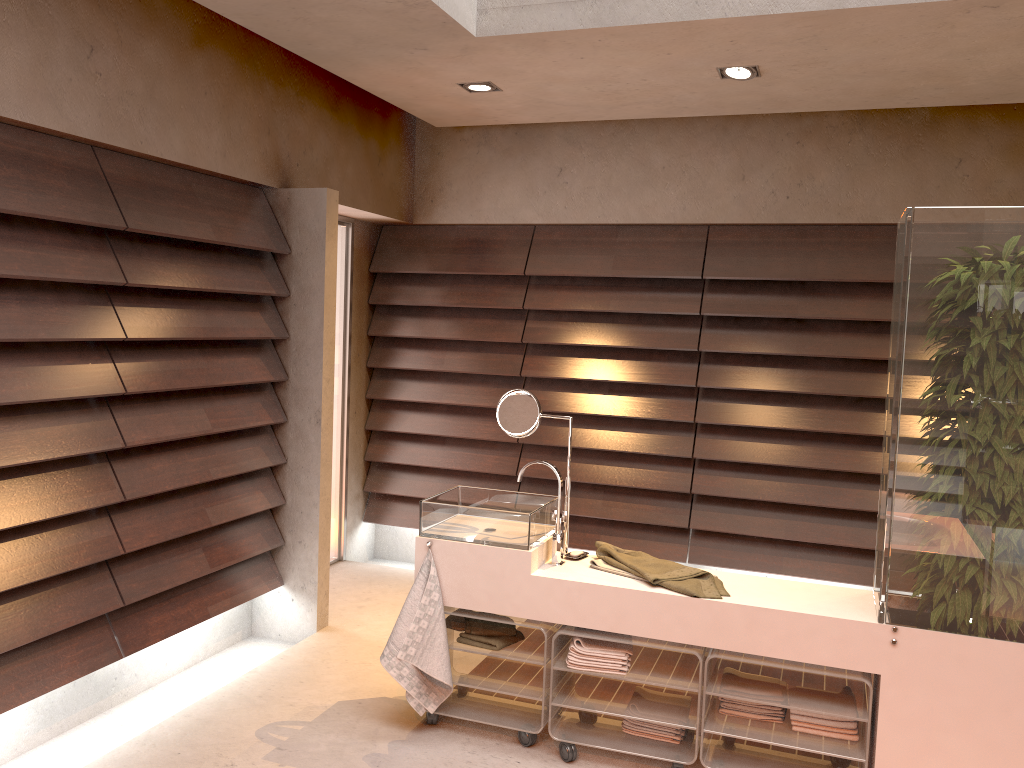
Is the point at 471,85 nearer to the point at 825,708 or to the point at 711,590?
the point at 711,590

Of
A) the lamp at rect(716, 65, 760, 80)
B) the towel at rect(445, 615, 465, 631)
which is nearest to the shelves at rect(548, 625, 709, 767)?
the towel at rect(445, 615, 465, 631)

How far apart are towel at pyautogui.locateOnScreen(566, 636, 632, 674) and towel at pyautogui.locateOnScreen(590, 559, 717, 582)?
0.2m

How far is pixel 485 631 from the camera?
3.12m

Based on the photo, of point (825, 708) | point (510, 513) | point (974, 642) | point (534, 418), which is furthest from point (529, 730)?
point (974, 642)

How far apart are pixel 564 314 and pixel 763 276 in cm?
110

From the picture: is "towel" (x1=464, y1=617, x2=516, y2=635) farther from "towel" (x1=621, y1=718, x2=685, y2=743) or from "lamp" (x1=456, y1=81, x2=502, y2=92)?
"lamp" (x1=456, y1=81, x2=502, y2=92)

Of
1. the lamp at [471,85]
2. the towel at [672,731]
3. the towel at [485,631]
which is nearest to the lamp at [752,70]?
the lamp at [471,85]

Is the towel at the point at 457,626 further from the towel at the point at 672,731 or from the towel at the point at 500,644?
the towel at the point at 672,731

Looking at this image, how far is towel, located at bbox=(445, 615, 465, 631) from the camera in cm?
322
